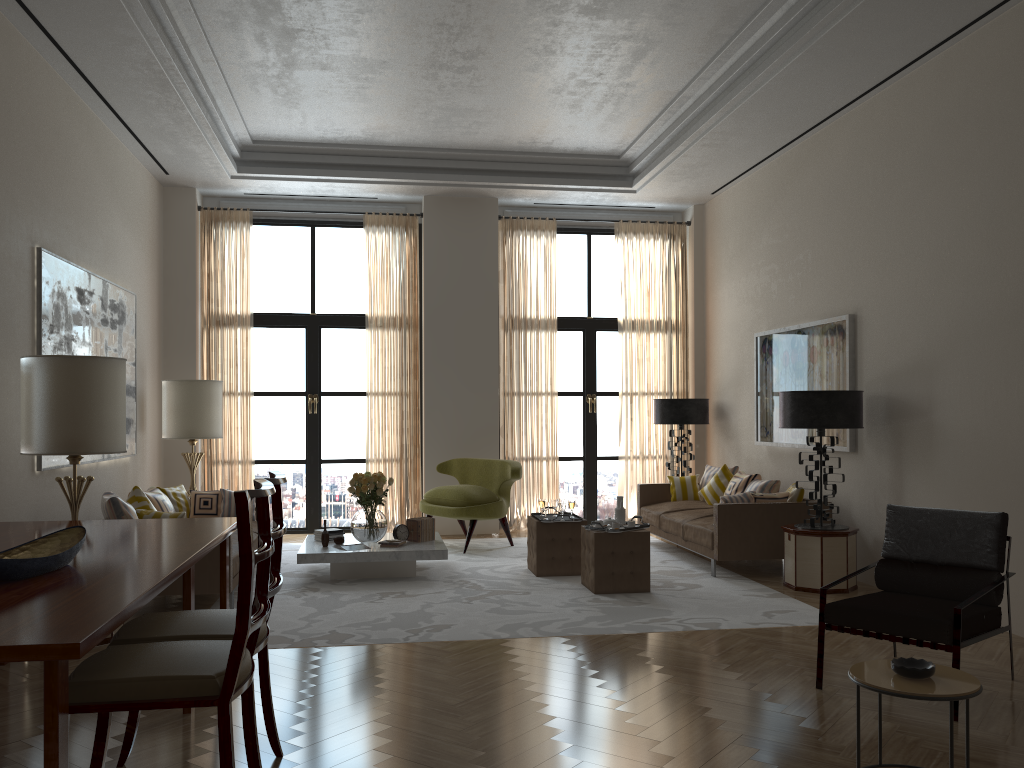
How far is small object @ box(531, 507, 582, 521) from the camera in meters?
9.6 m

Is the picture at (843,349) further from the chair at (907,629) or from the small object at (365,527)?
the small object at (365,527)

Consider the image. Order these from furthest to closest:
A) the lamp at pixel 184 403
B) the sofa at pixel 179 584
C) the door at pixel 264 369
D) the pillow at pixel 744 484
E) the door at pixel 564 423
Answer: the door at pixel 564 423 < the door at pixel 264 369 < the lamp at pixel 184 403 < the pillow at pixel 744 484 < the sofa at pixel 179 584

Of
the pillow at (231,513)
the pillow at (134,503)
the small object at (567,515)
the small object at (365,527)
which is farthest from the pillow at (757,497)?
the pillow at (134,503)

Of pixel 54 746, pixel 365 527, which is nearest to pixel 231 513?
pixel 365 527

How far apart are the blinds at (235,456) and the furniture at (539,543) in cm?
490

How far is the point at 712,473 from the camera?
12.2 meters

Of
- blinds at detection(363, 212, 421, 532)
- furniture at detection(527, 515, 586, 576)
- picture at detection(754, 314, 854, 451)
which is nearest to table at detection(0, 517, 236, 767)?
furniture at detection(527, 515, 586, 576)

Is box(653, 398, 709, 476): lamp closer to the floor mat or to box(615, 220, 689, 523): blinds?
box(615, 220, 689, 523): blinds

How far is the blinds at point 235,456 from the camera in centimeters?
1285cm
